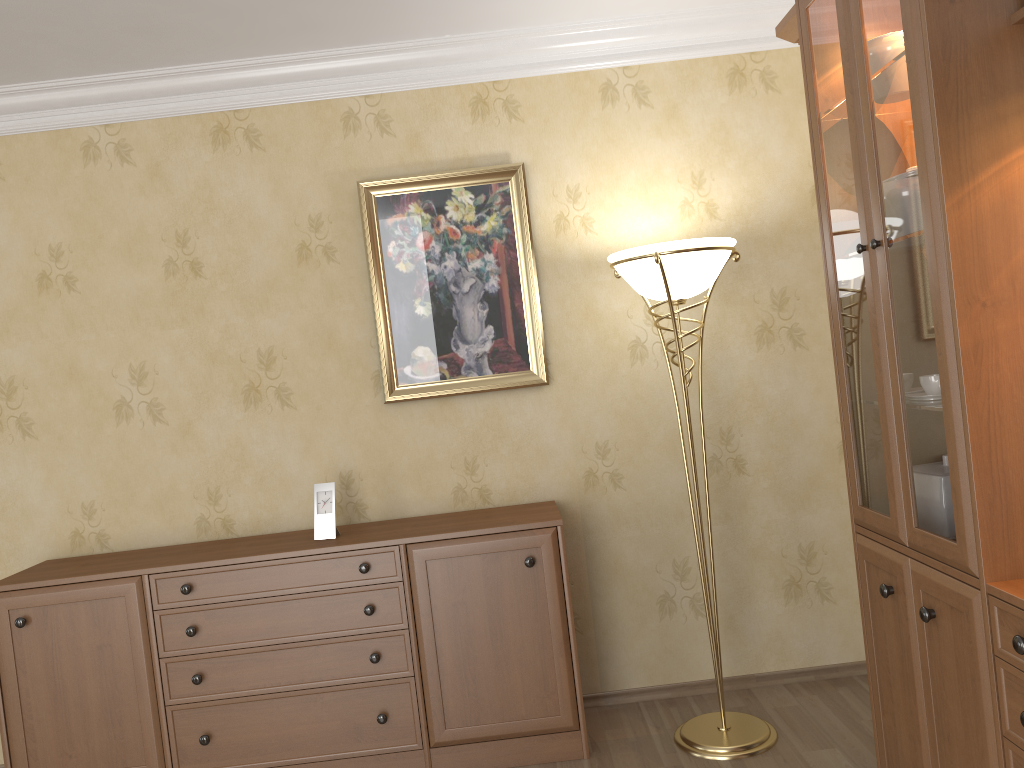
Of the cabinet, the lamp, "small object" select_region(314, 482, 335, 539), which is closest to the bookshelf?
the lamp

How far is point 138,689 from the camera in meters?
3.0 m

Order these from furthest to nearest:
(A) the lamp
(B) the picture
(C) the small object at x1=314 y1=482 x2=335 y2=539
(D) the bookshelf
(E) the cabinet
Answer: (B) the picture, (C) the small object at x1=314 y1=482 x2=335 y2=539, (E) the cabinet, (A) the lamp, (D) the bookshelf

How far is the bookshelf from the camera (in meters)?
1.74

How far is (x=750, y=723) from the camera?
3.1 meters

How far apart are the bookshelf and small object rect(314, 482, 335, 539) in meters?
1.7 m

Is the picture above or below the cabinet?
above

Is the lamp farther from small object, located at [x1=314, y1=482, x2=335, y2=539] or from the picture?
small object, located at [x1=314, y1=482, x2=335, y2=539]

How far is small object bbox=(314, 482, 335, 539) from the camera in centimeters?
315cm

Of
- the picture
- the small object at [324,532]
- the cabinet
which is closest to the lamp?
the cabinet
